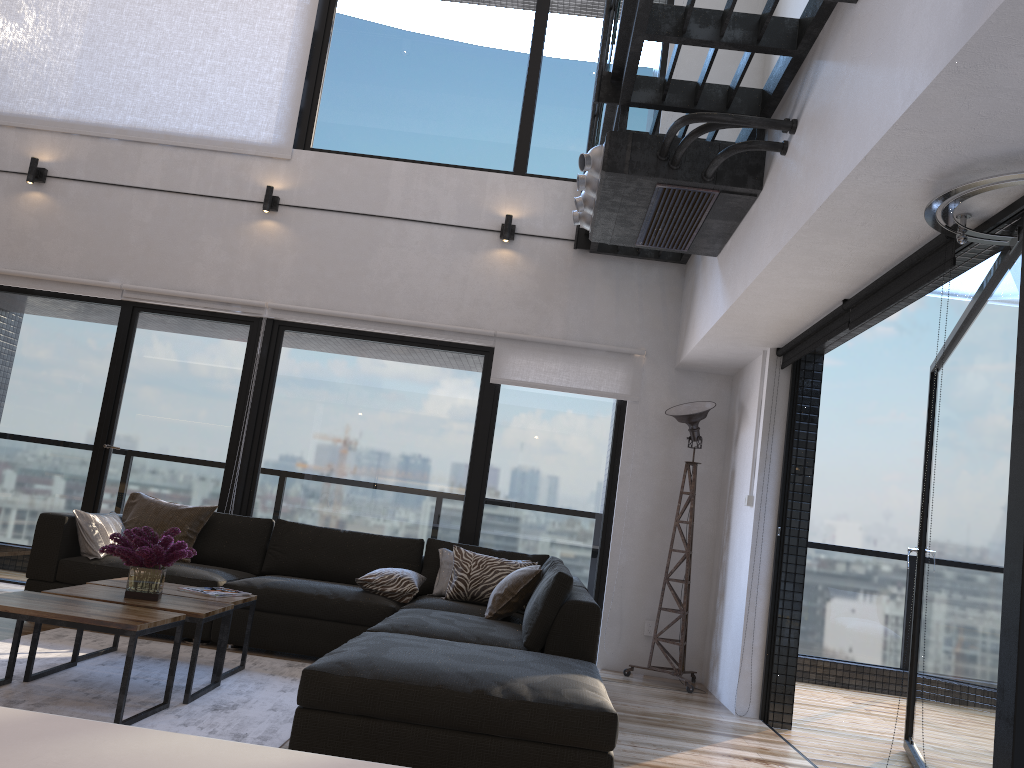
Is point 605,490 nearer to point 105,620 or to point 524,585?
point 524,585

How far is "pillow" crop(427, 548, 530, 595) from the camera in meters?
5.2

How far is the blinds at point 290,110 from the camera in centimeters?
645cm

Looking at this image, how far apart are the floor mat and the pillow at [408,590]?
0.56m

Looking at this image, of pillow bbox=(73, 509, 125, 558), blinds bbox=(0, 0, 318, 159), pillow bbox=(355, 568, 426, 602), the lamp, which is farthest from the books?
blinds bbox=(0, 0, 318, 159)

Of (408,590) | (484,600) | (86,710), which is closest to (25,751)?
(86,710)

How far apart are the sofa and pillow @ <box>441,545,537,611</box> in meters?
0.1

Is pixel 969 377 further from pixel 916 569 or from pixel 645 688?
pixel 645 688

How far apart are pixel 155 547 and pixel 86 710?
0.7m

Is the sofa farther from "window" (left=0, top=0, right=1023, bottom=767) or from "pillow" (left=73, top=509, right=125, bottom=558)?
"window" (left=0, top=0, right=1023, bottom=767)
